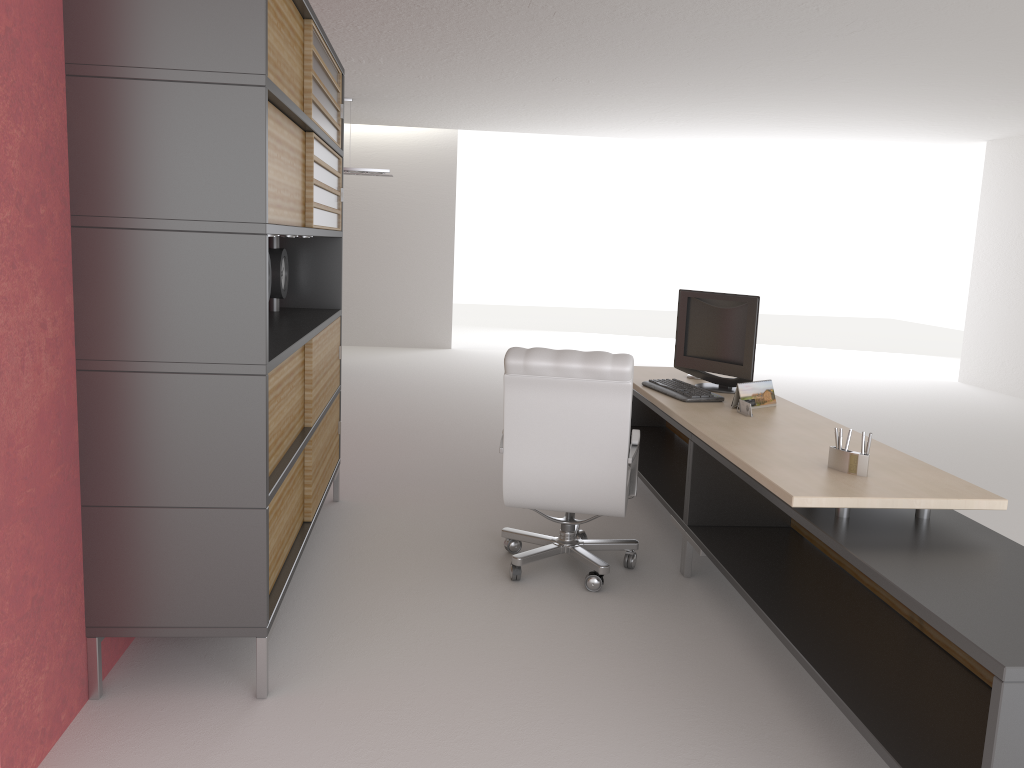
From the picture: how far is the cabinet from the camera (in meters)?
3.94

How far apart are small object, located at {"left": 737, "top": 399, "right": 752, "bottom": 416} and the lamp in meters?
10.1

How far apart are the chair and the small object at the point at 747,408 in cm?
77

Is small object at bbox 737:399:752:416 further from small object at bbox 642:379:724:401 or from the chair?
the chair

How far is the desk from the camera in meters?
3.4

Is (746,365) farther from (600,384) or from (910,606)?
(910,606)

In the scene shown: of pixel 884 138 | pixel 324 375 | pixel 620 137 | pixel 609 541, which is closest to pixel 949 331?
pixel 884 138

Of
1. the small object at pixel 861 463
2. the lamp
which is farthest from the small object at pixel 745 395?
the lamp

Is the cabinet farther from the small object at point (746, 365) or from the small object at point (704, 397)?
the small object at point (746, 365)

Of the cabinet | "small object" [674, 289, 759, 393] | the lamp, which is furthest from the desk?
the lamp
